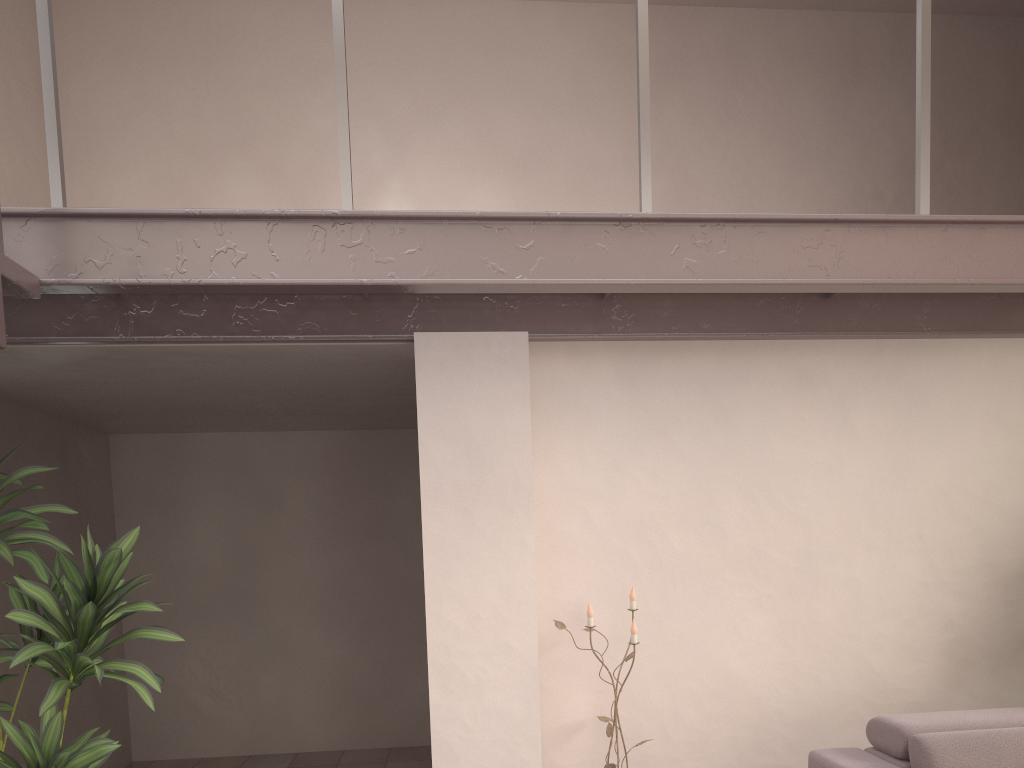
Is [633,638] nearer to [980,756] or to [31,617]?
[980,756]

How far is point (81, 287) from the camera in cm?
244

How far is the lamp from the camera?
3.3 meters

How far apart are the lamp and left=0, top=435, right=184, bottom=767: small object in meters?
1.4 m

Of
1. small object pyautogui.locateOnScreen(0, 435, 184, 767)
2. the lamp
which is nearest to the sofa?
the lamp

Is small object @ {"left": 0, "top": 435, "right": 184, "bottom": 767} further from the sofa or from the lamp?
the sofa

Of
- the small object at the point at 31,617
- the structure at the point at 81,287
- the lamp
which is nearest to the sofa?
the lamp

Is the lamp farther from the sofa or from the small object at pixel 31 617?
the small object at pixel 31 617

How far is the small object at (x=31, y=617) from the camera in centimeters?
276cm

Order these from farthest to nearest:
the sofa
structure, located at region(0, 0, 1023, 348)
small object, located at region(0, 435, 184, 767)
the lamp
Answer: the lamp → small object, located at region(0, 435, 184, 767) → the sofa → structure, located at region(0, 0, 1023, 348)
